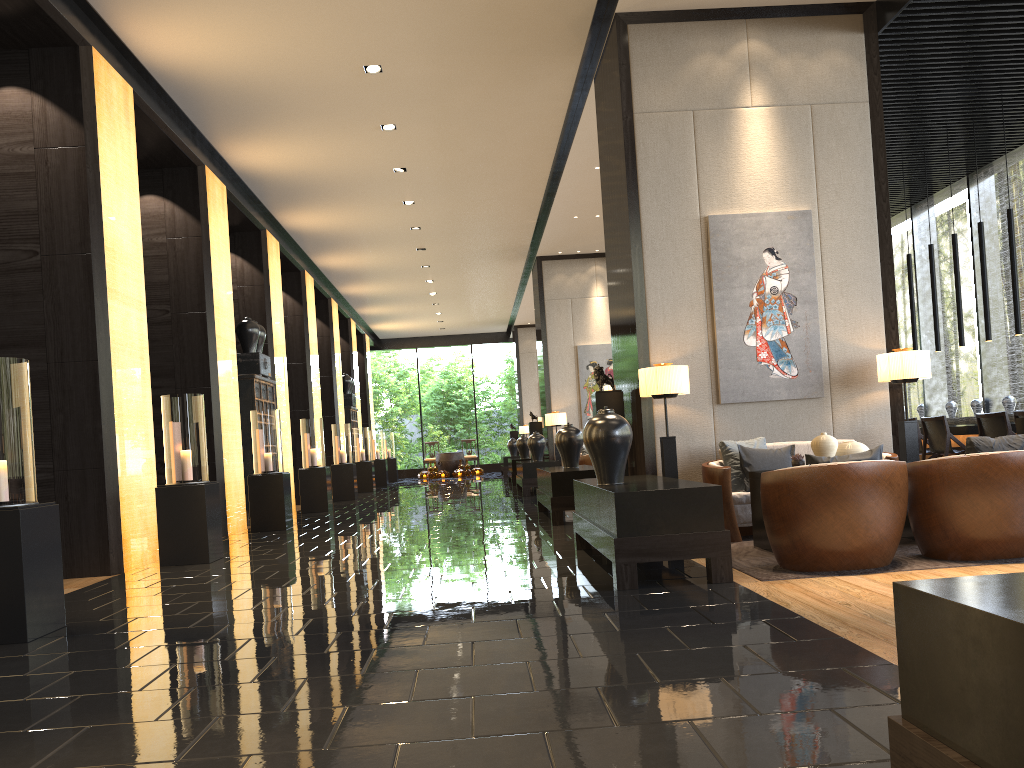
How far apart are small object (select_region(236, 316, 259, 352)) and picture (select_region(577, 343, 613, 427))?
6.3m

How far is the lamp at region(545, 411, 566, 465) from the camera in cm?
1545

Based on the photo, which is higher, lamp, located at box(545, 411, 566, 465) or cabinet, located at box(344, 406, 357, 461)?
cabinet, located at box(344, 406, 357, 461)

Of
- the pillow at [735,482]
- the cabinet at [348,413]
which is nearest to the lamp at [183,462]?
the pillow at [735,482]

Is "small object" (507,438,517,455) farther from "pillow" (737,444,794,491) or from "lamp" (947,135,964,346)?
"pillow" (737,444,794,491)

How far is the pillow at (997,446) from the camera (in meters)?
4.76

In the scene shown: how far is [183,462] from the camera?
7.22m

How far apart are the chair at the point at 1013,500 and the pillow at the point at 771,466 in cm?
148

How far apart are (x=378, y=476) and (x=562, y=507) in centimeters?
1386cm

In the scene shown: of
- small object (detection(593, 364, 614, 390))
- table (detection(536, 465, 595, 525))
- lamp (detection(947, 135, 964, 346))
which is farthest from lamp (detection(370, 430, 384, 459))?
small object (detection(593, 364, 614, 390))
